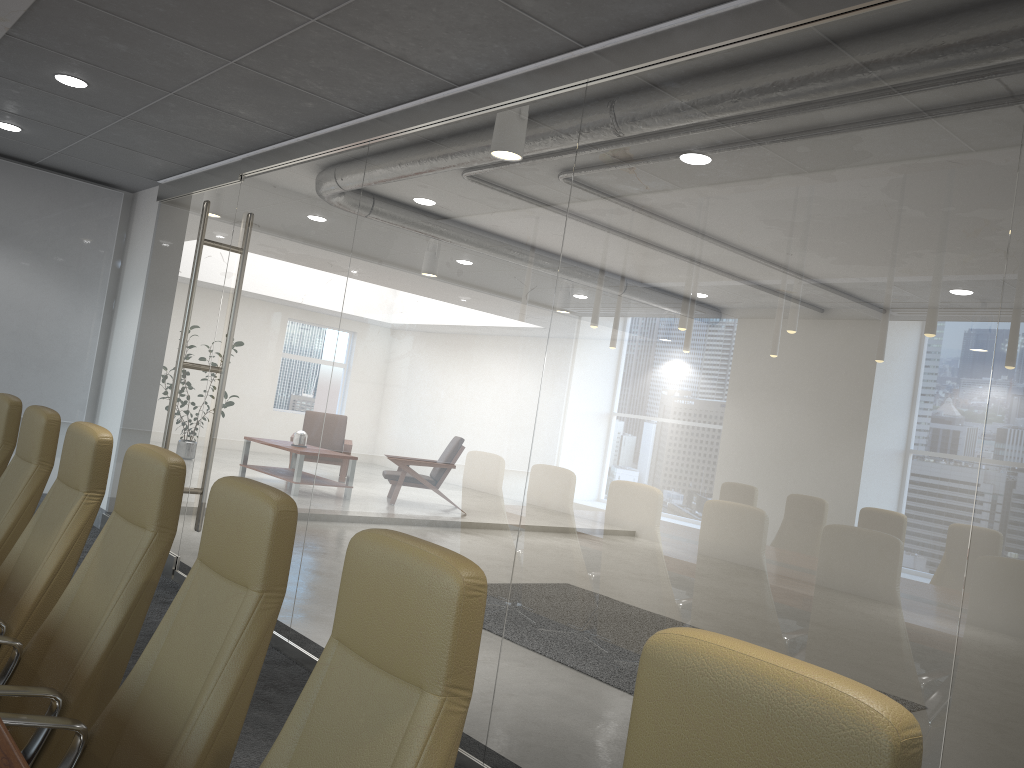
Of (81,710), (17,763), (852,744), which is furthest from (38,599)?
(852,744)

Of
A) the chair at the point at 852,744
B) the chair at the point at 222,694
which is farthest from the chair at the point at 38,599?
the chair at the point at 852,744

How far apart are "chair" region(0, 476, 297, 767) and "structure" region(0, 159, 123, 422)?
7.41m

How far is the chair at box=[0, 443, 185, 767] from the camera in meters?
2.7

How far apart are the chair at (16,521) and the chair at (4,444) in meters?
0.4

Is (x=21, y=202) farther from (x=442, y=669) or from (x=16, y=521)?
(x=442, y=669)

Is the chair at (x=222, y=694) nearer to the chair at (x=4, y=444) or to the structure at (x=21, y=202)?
the chair at (x=4, y=444)

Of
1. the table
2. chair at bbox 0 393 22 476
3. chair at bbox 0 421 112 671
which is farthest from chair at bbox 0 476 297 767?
chair at bbox 0 393 22 476

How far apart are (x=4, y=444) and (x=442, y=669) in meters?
4.0

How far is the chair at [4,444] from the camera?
4.7m
